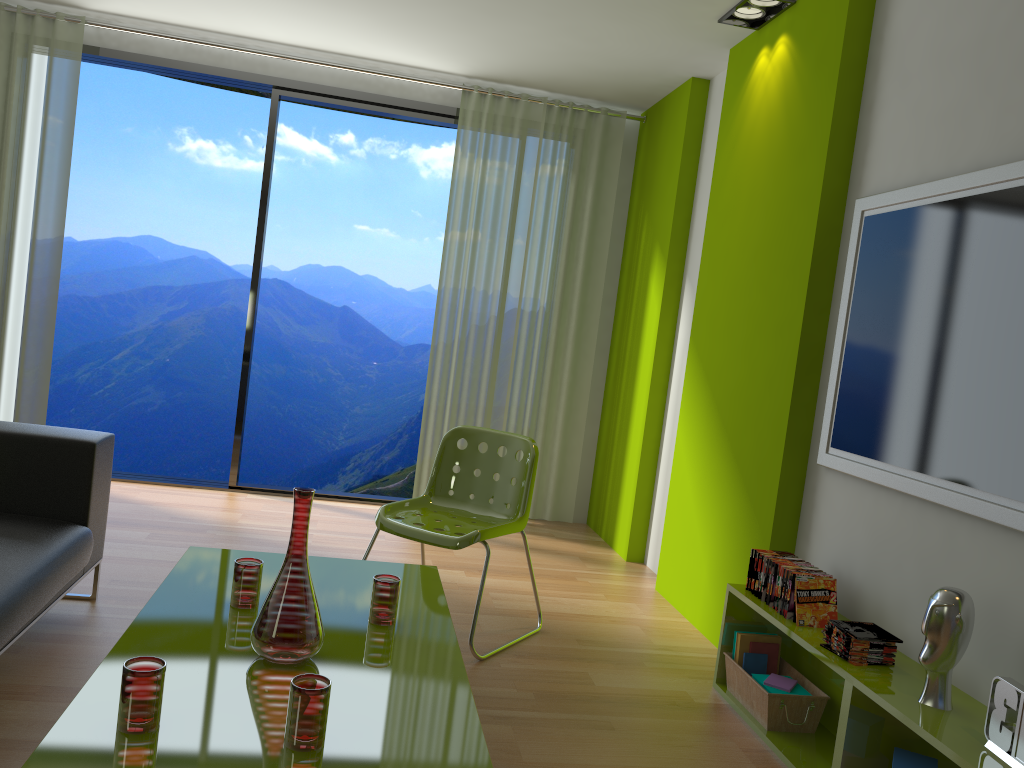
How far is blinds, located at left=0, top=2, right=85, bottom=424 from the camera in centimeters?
489cm

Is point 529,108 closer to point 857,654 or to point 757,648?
point 757,648

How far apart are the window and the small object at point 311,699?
3.8 meters

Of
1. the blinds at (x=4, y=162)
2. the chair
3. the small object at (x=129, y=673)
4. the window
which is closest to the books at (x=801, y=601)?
the chair

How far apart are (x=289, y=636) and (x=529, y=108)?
4.1m

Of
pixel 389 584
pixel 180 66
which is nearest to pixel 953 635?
pixel 389 584

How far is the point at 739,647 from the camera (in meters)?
3.07

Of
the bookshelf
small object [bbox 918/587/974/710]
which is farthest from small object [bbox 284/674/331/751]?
small object [bbox 918/587/974/710]

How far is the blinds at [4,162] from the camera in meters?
4.9 m

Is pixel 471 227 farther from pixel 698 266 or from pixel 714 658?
pixel 714 658
